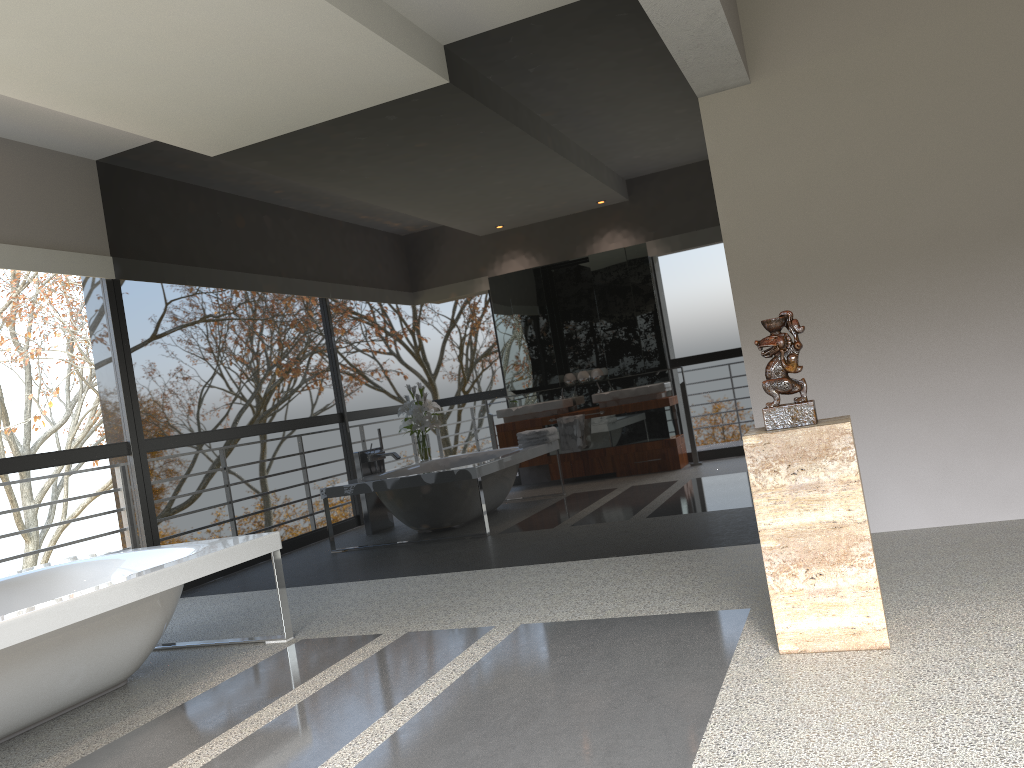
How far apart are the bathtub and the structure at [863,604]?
2.27m

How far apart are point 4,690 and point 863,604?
2.89m

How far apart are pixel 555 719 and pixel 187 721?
1.4 meters

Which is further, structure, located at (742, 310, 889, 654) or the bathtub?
the bathtub

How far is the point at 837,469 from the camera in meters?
2.7

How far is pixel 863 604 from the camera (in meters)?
2.71

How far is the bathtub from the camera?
3.08m

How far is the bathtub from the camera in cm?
308

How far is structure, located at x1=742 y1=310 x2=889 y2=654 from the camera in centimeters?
271cm

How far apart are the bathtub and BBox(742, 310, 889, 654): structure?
2.27m
